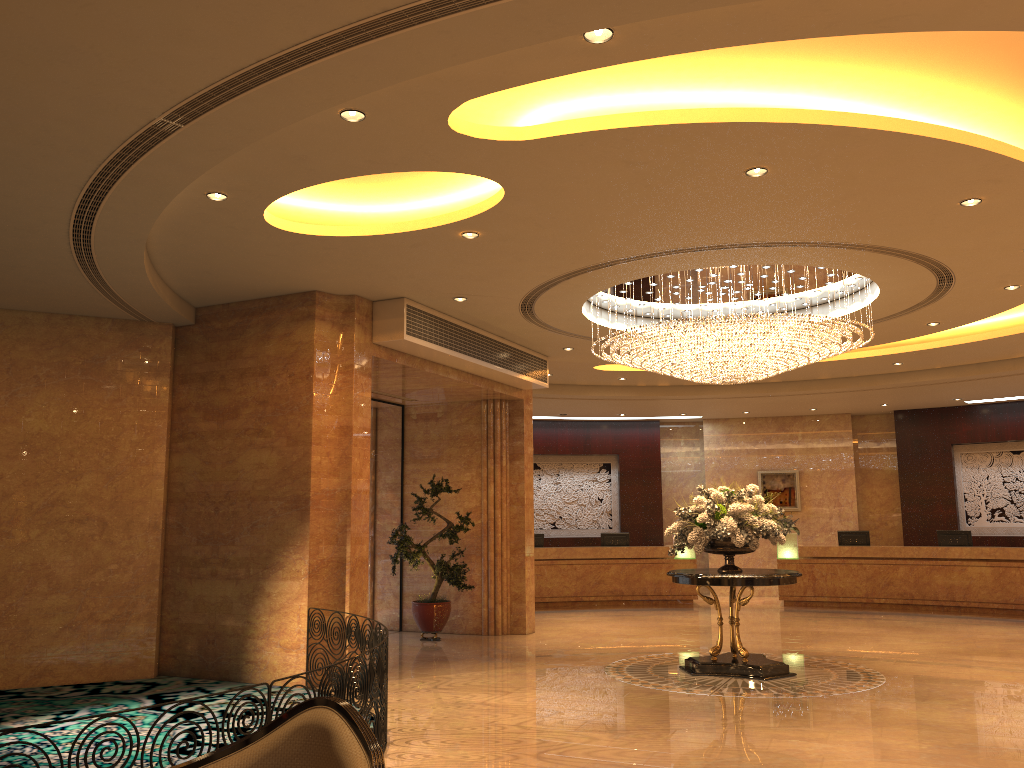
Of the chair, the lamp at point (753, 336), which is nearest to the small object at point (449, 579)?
the lamp at point (753, 336)

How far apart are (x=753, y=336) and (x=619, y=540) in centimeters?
982cm

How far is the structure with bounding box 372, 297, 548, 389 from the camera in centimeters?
1003cm

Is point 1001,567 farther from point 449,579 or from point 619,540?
point 449,579

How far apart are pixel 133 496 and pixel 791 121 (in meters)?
7.90

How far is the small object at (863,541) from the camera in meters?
17.5

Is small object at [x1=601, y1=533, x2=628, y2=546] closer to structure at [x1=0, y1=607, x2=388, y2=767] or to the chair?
structure at [x1=0, y1=607, x2=388, y2=767]

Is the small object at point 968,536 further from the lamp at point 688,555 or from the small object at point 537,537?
the small object at point 537,537

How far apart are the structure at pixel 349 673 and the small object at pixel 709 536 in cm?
370

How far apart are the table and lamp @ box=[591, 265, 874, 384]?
2.16m
